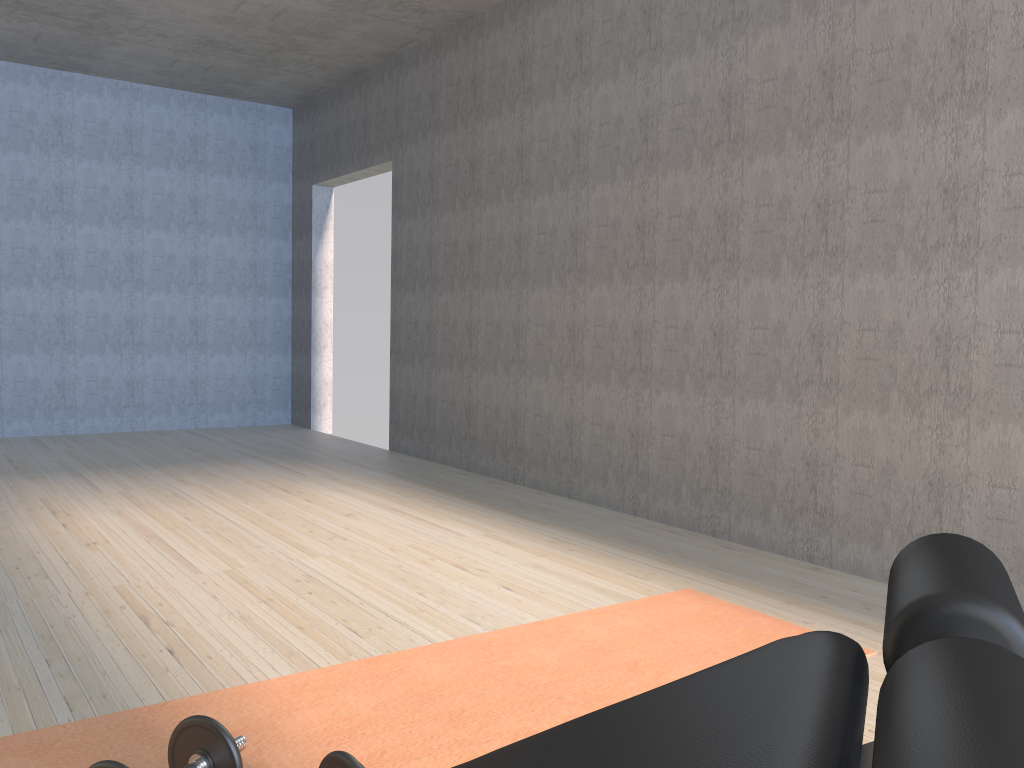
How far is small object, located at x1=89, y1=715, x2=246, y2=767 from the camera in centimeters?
157cm

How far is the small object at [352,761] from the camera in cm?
148

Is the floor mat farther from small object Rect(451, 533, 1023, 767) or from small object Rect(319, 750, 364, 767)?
small object Rect(451, 533, 1023, 767)

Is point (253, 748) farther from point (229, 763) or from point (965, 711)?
point (965, 711)

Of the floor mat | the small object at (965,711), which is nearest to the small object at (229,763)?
the floor mat

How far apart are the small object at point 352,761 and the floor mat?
0.3 meters

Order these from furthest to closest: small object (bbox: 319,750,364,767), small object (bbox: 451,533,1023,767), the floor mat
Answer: the floor mat, small object (bbox: 319,750,364,767), small object (bbox: 451,533,1023,767)

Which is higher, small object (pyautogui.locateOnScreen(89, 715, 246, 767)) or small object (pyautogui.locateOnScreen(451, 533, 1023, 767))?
small object (pyautogui.locateOnScreen(451, 533, 1023, 767))

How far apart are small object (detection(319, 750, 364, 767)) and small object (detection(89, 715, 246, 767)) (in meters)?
0.16

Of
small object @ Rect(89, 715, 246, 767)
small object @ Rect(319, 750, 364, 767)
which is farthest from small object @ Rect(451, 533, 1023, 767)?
small object @ Rect(89, 715, 246, 767)
